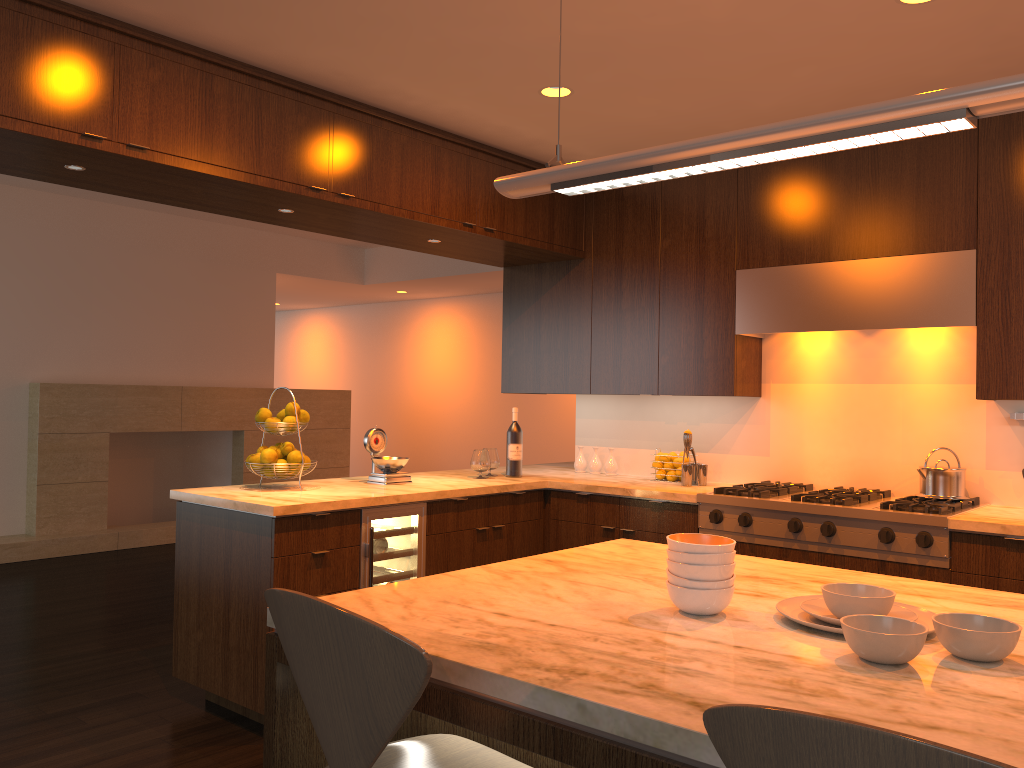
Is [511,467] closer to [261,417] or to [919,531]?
[261,417]

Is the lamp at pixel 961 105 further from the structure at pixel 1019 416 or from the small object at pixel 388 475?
the structure at pixel 1019 416

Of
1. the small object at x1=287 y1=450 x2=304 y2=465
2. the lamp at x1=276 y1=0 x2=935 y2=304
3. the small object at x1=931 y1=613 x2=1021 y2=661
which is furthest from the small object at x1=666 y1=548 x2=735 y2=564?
the small object at x1=287 y1=450 x2=304 y2=465

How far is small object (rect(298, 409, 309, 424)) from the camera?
4.0m

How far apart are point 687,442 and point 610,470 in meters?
0.7

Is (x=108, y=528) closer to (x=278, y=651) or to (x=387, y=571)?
(x=387, y=571)

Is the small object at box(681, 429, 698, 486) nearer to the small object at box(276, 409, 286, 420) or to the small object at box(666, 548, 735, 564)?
the small object at box(276, 409, 286, 420)

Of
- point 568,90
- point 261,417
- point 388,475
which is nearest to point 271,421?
point 261,417

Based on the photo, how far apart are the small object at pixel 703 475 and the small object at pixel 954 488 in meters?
1.0

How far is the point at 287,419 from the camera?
4.0m
